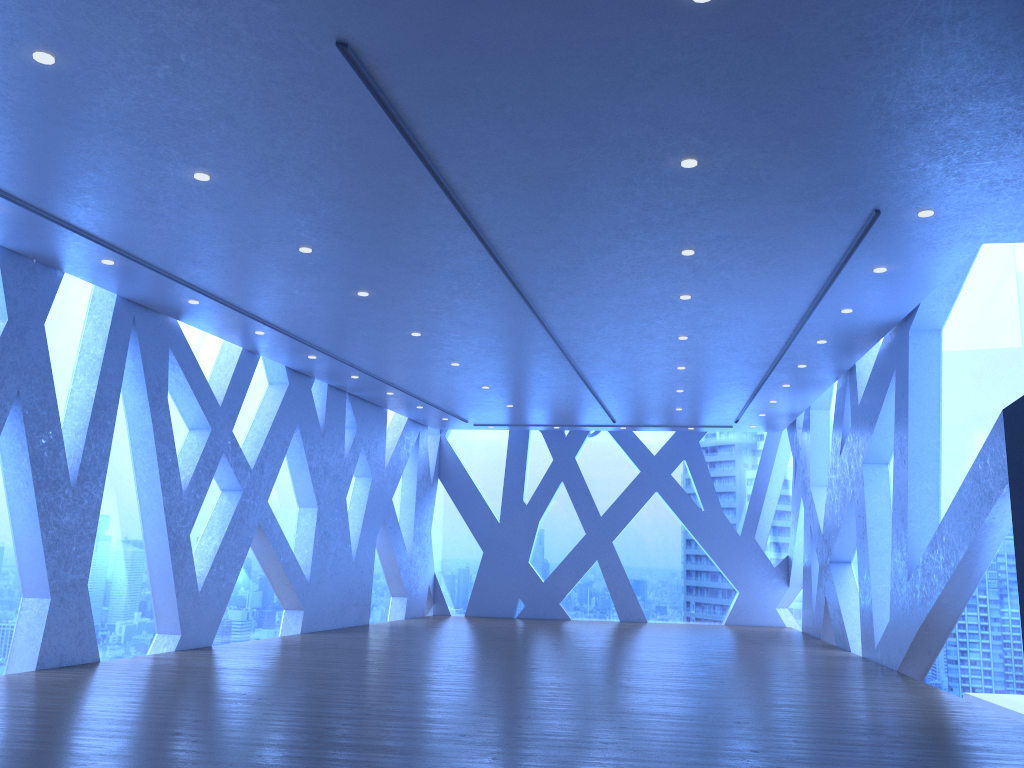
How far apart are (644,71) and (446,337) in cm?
634
